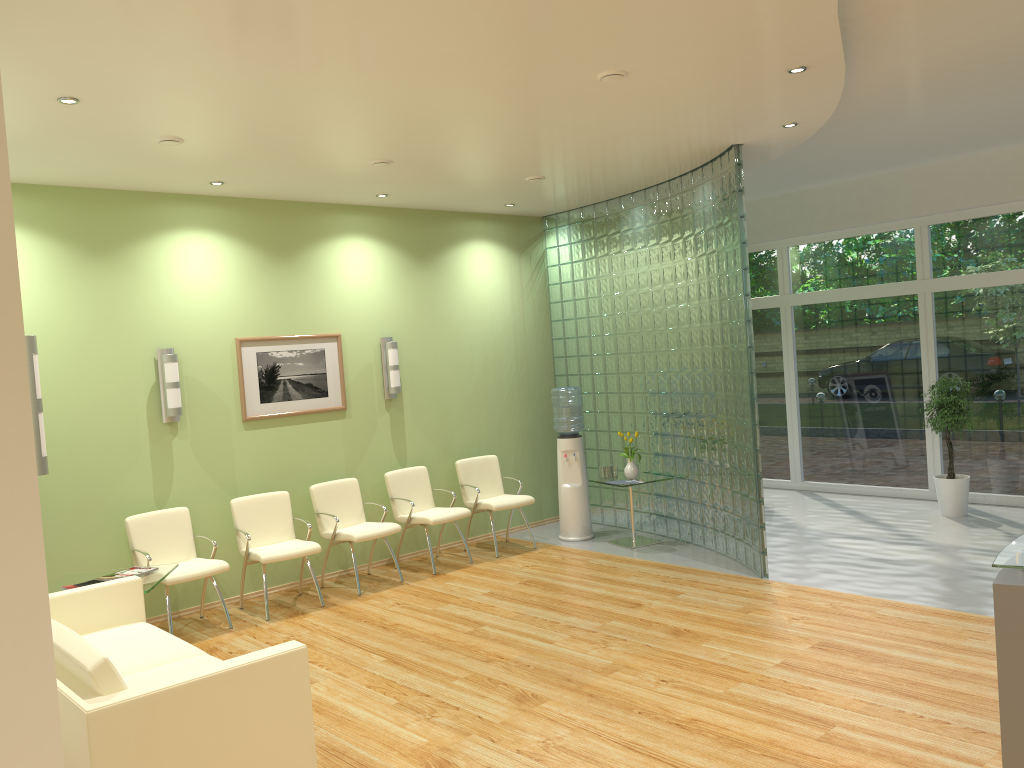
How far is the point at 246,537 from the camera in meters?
6.8

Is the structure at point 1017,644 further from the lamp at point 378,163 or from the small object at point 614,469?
the small object at point 614,469

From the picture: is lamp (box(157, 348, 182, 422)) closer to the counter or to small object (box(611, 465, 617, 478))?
small object (box(611, 465, 617, 478))

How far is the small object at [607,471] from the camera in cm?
846

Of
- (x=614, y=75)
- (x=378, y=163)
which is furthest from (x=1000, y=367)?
(x=378, y=163)

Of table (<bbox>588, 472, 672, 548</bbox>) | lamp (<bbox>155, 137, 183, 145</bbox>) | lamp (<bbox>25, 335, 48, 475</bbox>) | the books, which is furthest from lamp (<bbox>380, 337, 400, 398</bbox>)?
lamp (<bbox>25, 335, 48, 475</bbox>)

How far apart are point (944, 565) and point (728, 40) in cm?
460

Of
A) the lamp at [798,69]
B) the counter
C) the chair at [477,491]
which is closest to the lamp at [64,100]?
the lamp at [798,69]

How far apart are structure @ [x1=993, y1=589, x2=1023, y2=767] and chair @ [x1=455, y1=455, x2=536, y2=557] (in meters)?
5.71

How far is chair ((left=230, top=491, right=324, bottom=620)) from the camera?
6.8 meters
